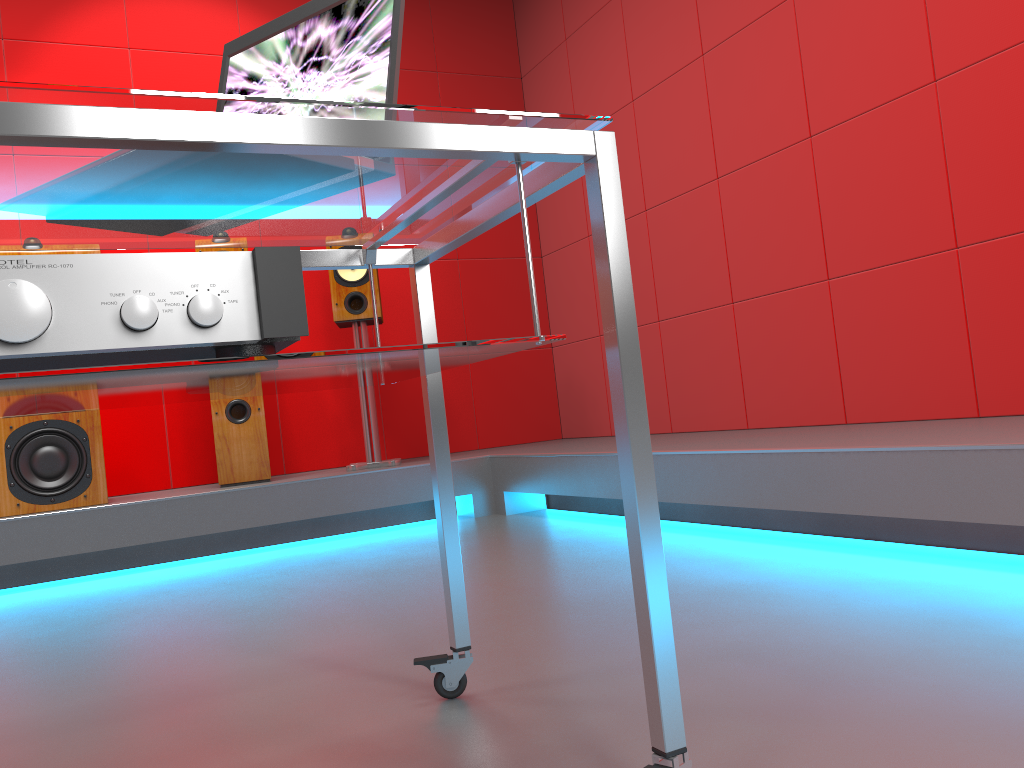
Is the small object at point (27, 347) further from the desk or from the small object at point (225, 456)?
the small object at point (225, 456)

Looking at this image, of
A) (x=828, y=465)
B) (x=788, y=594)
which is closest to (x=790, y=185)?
(x=828, y=465)

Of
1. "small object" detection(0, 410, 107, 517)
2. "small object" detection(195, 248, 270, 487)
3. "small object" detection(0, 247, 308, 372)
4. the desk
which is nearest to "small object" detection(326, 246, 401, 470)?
"small object" detection(195, 248, 270, 487)

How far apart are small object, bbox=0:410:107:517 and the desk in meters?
2.4 m

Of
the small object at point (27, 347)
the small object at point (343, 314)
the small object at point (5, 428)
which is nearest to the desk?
the small object at point (27, 347)

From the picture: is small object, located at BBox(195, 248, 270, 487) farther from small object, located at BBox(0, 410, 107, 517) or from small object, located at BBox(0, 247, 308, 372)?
small object, located at BBox(0, 247, 308, 372)

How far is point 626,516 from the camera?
0.9m

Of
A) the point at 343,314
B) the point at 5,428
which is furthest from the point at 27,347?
the point at 343,314

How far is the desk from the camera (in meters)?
0.70

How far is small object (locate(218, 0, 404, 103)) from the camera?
1.05m
